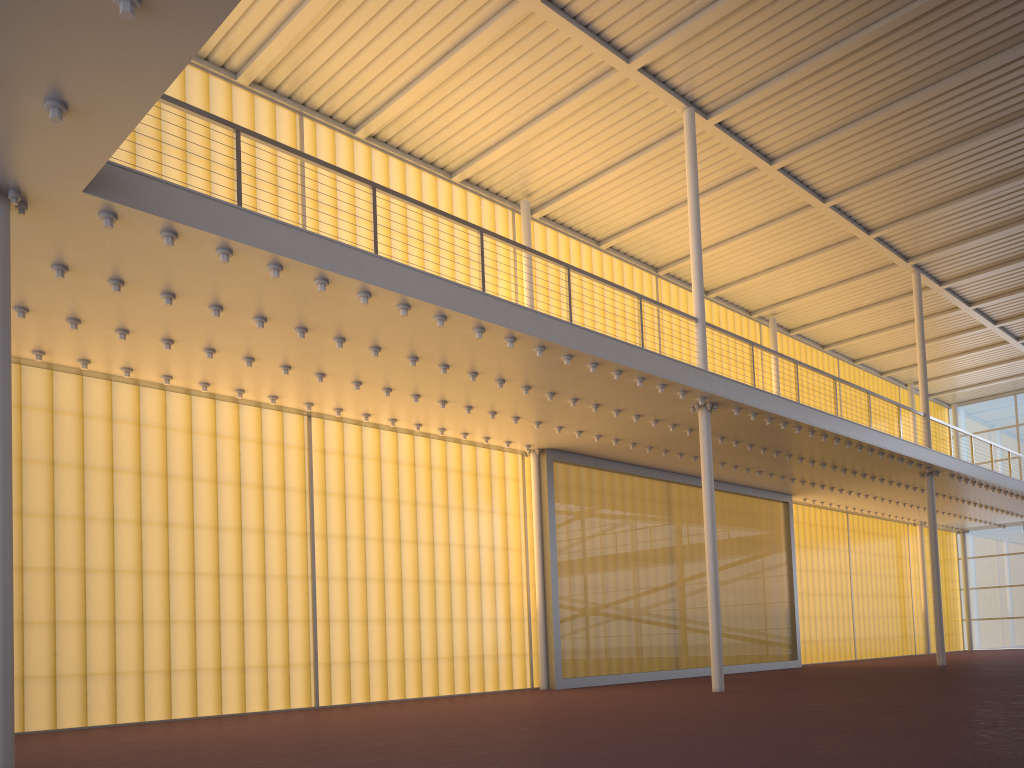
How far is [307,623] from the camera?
13.5 meters
